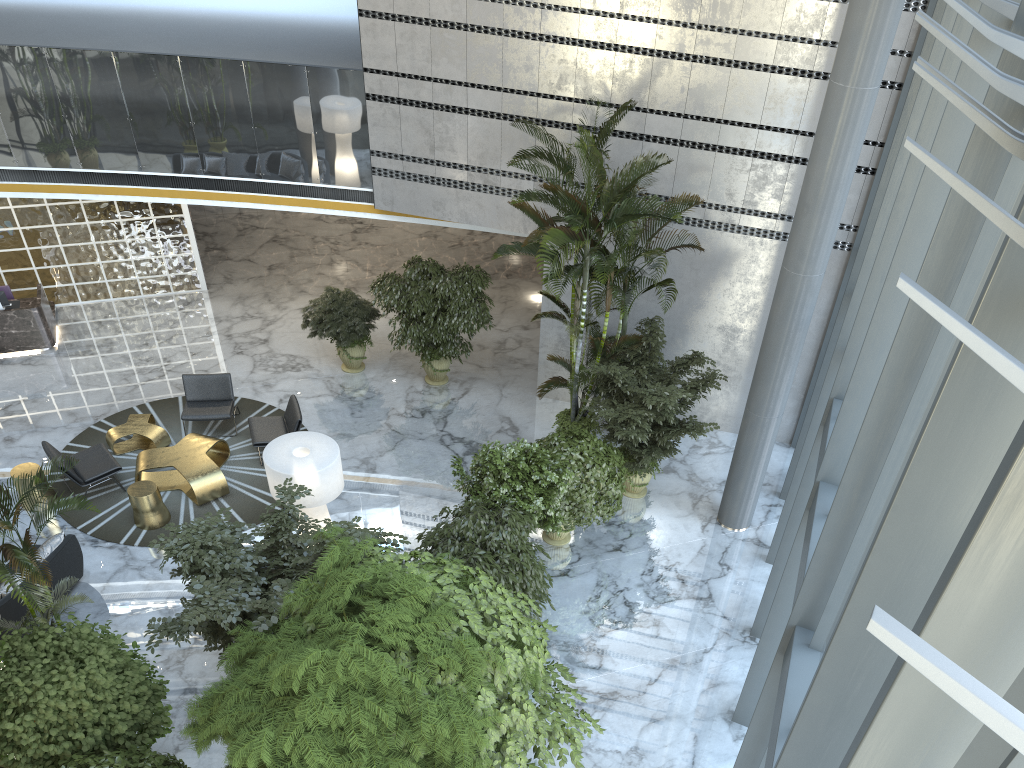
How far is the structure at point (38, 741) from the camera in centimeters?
628cm

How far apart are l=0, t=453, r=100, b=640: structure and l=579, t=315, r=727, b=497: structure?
5.9 meters

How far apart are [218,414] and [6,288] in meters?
5.1 m

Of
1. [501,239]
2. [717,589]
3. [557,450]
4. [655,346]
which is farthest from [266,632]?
[501,239]

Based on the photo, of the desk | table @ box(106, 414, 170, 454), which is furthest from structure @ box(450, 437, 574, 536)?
the desk

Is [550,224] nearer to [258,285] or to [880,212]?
[880,212]

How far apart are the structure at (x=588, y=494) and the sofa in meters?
5.4 m

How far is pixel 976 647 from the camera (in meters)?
2.03

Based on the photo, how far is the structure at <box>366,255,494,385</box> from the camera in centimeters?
1324cm

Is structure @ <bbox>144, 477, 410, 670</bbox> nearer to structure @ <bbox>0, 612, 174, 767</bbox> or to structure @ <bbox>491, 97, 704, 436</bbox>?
structure @ <bbox>0, 612, 174, 767</bbox>
